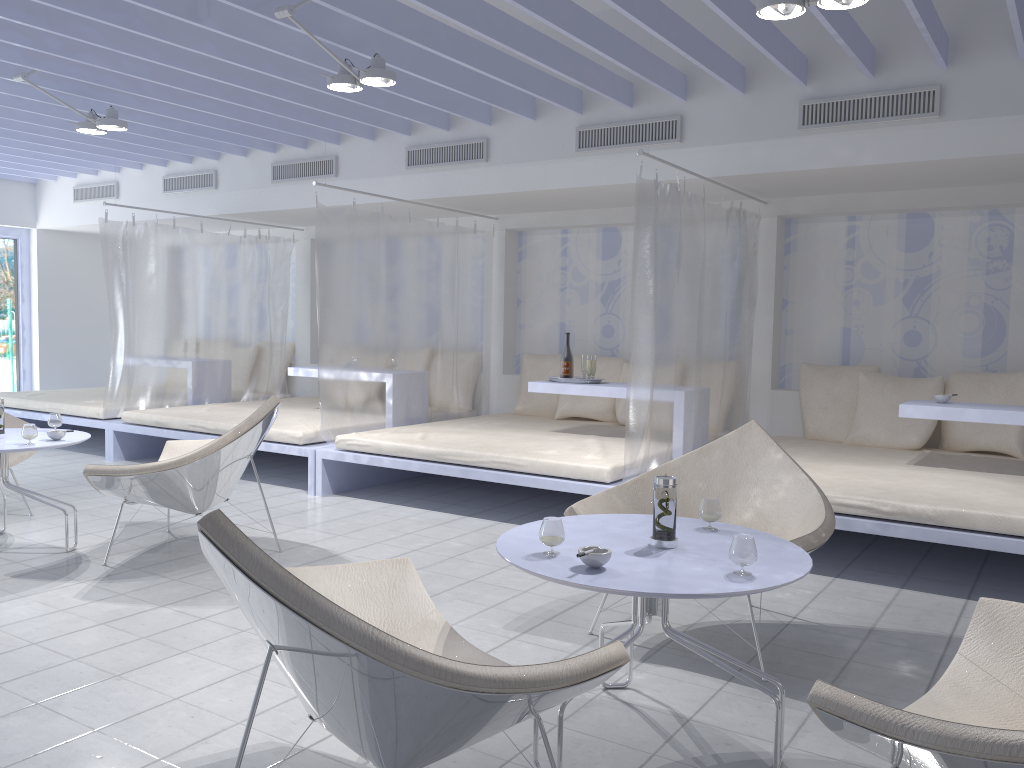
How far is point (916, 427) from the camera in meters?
5.3 m

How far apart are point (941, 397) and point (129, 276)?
5.76m

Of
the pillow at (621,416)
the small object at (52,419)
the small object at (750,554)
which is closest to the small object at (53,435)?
the small object at (52,419)

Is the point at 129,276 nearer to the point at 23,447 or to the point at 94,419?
the point at 94,419

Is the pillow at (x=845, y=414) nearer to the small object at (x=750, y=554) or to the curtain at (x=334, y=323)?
the curtain at (x=334, y=323)

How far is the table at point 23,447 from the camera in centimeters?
392cm

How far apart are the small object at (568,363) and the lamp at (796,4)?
2.8m

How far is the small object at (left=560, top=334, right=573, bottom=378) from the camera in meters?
5.7 m

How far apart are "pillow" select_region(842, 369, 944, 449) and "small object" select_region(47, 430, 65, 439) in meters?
4.4

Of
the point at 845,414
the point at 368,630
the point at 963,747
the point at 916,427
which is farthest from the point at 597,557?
the point at 845,414
